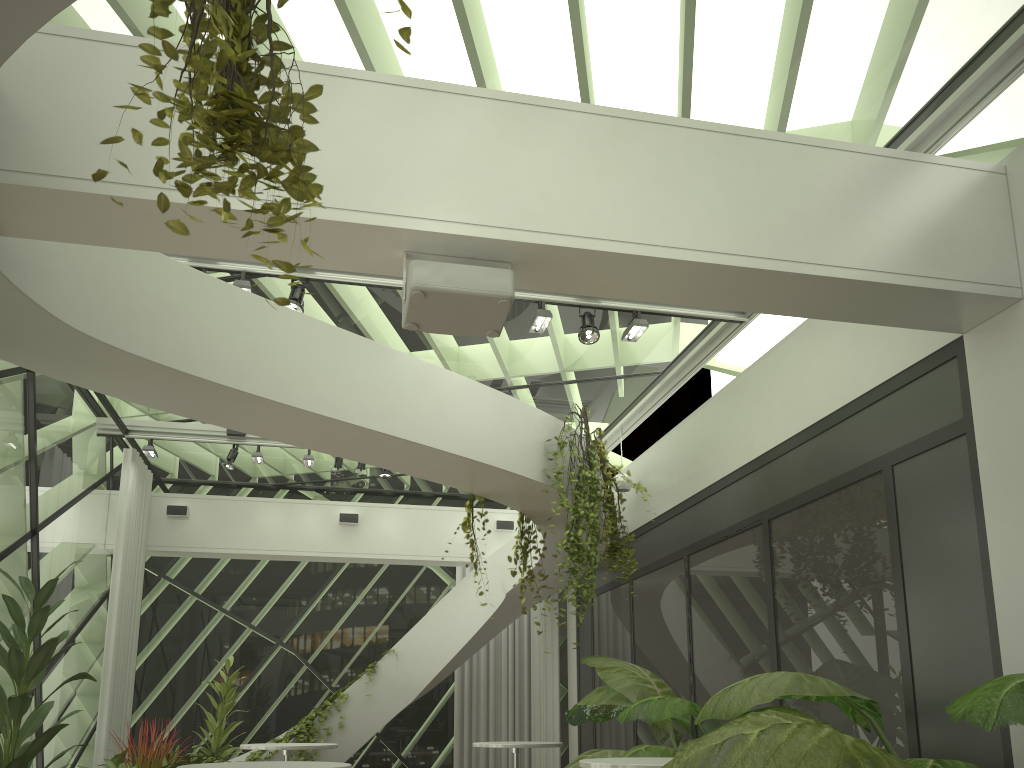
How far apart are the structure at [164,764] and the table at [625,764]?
4.1 meters

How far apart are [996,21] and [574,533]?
4.2m

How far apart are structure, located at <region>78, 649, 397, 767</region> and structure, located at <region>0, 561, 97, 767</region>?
3.4m

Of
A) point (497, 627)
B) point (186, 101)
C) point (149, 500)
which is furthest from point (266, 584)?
point (186, 101)

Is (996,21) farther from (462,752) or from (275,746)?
(462,752)

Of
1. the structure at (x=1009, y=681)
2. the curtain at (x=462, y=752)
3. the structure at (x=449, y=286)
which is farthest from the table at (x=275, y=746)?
the structure at (x=449, y=286)

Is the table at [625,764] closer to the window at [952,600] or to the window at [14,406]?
the window at [952,600]

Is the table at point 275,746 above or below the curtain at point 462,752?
below

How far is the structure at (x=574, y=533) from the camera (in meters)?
6.74

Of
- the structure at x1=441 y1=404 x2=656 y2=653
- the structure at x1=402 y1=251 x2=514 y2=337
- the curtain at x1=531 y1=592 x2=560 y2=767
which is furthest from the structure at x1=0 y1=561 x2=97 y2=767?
the curtain at x1=531 y1=592 x2=560 y2=767
